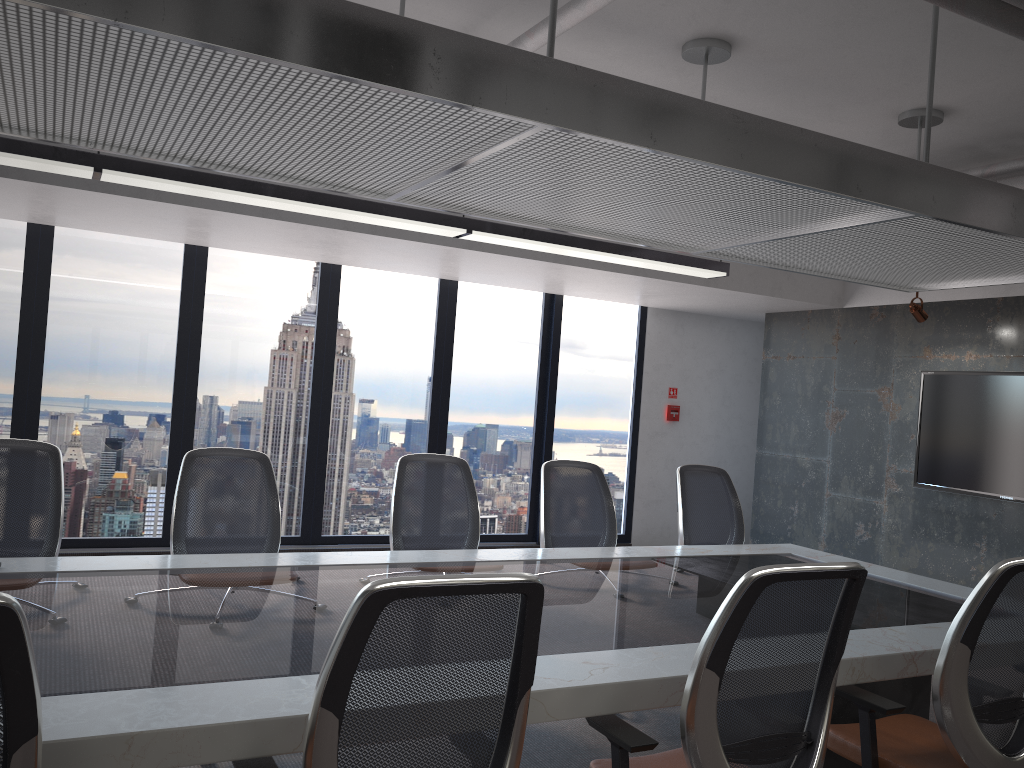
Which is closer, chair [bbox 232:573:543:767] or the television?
chair [bbox 232:573:543:767]

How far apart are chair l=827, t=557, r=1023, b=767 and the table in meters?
0.0

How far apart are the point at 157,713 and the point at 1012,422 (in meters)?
6.43

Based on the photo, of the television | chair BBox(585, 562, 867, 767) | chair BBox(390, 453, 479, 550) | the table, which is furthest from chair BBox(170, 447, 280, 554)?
the television

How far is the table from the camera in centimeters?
197cm

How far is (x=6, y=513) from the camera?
3.7 meters

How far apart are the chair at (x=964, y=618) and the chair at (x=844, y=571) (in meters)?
0.46

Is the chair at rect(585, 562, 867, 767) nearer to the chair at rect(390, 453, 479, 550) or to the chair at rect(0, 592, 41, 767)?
the chair at rect(0, 592, 41, 767)

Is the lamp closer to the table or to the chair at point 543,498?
the chair at point 543,498

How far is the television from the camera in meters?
6.5
